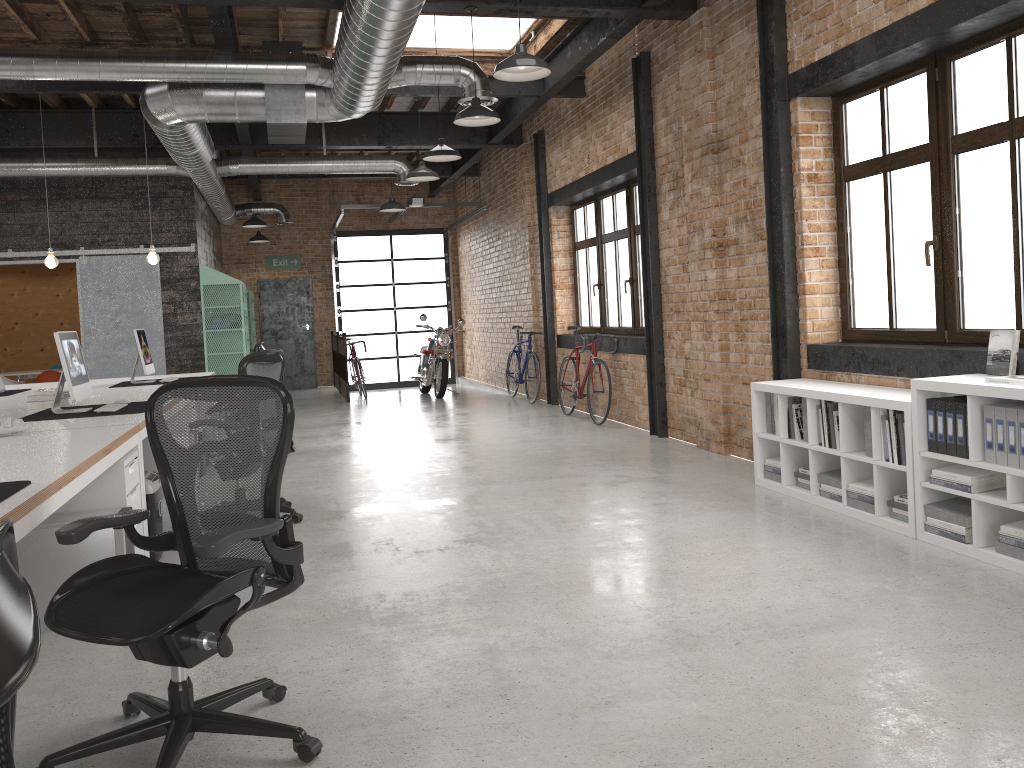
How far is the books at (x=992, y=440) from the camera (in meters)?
3.97

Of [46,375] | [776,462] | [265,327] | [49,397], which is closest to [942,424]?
[776,462]

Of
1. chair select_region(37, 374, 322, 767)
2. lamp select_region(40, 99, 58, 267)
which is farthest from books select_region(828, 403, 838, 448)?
lamp select_region(40, 99, 58, 267)

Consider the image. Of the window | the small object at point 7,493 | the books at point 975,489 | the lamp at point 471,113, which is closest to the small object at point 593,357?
the window

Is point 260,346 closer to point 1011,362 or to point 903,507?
point 903,507

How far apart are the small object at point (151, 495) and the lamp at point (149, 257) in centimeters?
437cm

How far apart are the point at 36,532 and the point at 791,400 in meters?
4.2 m

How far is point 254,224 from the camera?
12.81m

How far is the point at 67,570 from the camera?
3.8m

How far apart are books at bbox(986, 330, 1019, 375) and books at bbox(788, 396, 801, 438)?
1.3m
